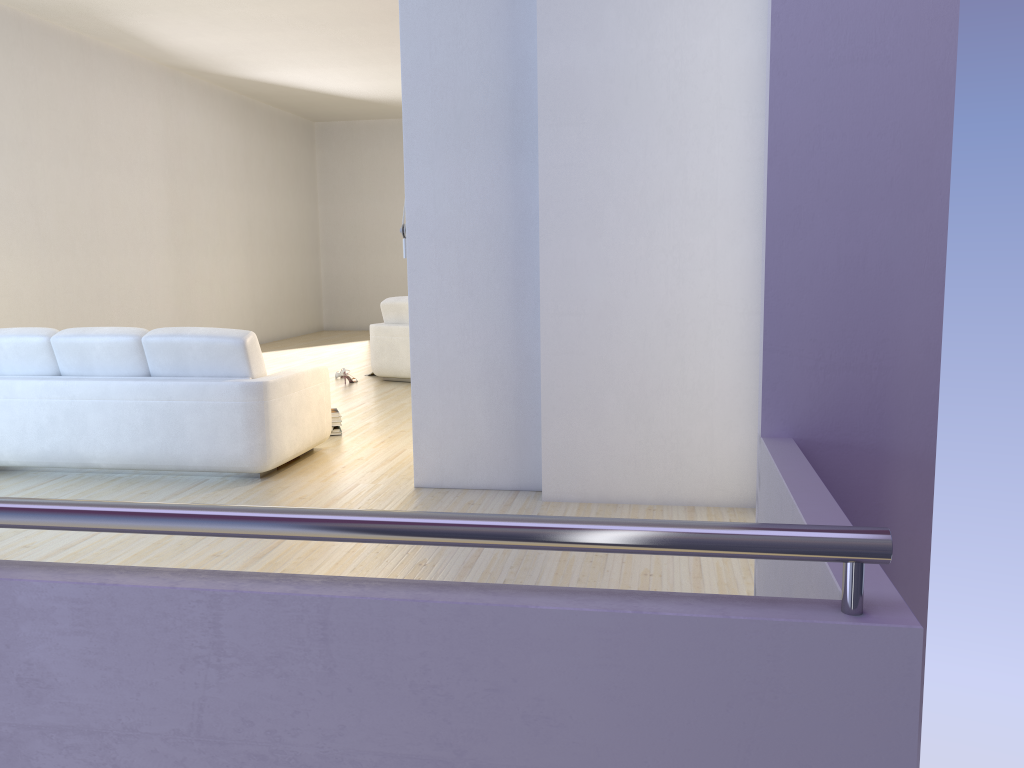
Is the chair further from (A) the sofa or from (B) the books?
(A) the sofa

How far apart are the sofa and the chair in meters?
3.0 m

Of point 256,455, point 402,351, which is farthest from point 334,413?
point 402,351

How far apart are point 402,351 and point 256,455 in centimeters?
391cm

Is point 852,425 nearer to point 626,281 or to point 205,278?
point 626,281

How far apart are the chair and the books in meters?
2.5

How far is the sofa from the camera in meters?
4.9 m

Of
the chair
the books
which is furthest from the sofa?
the chair

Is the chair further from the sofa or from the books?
the sofa

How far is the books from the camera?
6.23m
